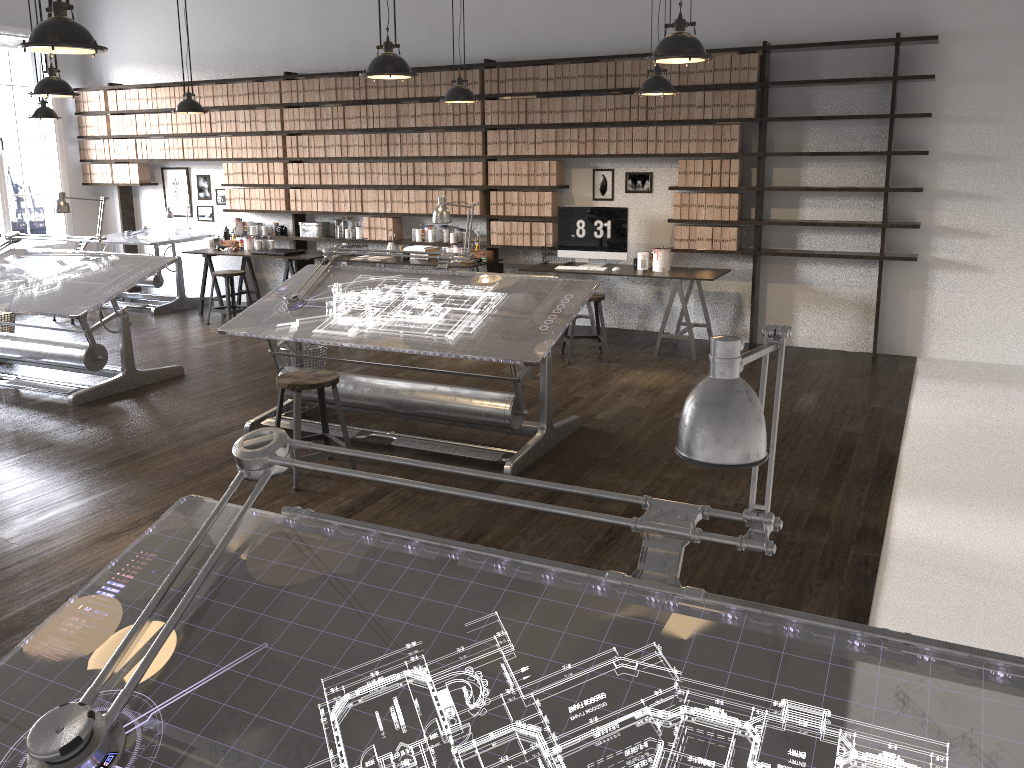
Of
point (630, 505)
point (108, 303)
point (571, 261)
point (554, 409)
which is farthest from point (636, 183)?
point (108, 303)

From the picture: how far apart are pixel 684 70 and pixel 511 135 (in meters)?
1.64

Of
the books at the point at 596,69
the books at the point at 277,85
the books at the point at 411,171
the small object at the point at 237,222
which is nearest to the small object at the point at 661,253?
the books at the point at 596,69

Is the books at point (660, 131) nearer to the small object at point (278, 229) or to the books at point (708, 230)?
the books at point (708, 230)

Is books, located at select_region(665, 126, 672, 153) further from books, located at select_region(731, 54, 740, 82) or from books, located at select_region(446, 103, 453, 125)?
books, located at select_region(446, 103, 453, 125)

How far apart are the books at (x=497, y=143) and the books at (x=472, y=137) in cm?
25

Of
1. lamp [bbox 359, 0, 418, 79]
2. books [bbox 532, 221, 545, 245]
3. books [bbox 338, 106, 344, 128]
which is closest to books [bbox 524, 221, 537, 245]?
books [bbox 532, 221, 545, 245]

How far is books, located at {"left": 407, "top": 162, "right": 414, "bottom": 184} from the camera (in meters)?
8.49

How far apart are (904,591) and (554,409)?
2.7m

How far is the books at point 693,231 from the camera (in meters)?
7.42
